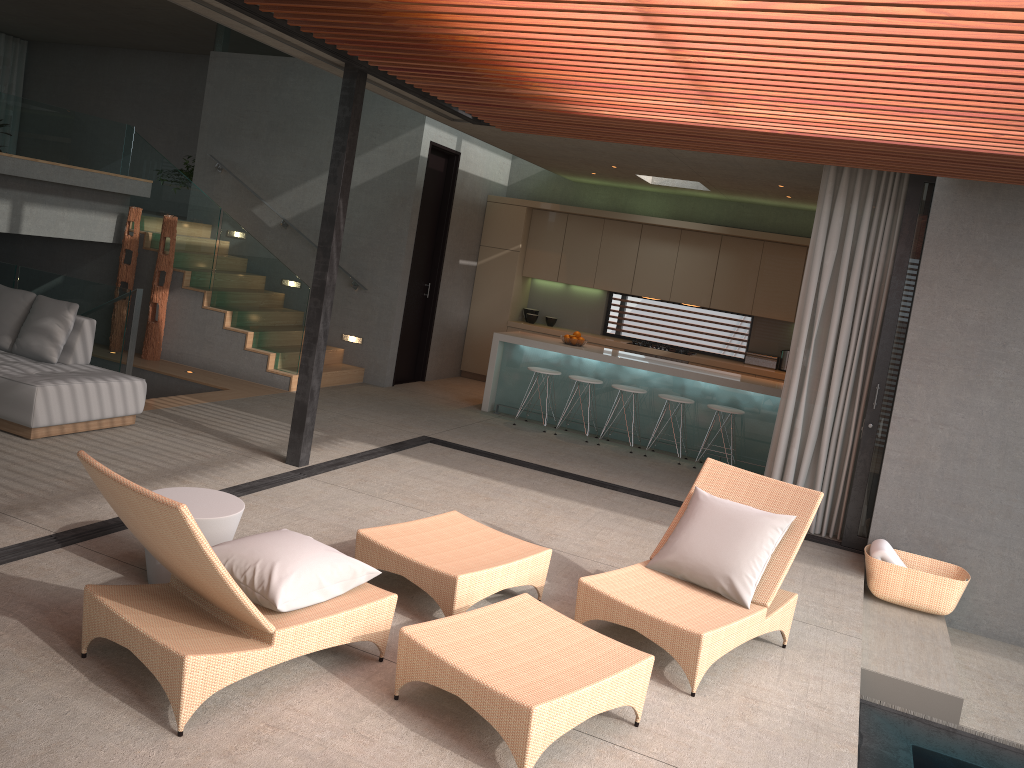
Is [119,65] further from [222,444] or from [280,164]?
[222,444]

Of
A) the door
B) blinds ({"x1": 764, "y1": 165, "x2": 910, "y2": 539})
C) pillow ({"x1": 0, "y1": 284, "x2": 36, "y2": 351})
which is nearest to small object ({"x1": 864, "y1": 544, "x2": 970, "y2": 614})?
blinds ({"x1": 764, "y1": 165, "x2": 910, "y2": 539})

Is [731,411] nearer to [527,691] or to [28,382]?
[527,691]

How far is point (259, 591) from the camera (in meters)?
3.52

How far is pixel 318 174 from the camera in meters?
10.7

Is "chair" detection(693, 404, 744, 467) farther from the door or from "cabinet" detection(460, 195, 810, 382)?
the door

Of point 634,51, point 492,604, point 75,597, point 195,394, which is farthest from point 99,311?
point 634,51

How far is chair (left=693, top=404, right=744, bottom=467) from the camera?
8.85m

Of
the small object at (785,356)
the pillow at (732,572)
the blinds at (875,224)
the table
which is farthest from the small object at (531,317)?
the table

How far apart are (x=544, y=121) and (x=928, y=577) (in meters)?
4.10
